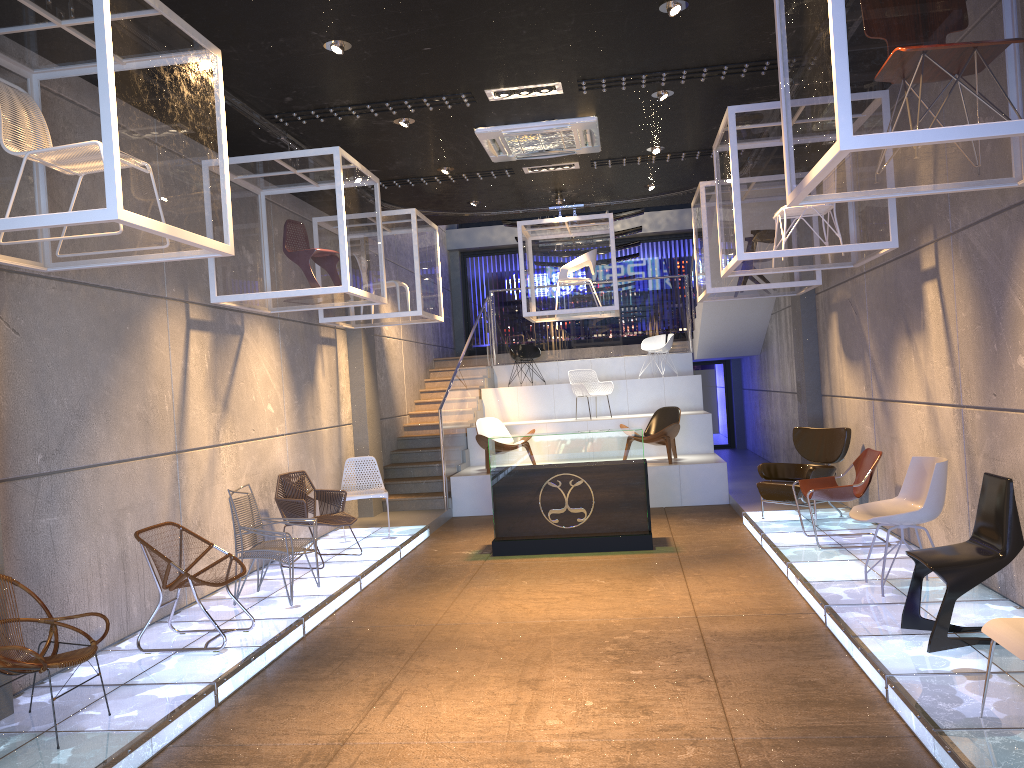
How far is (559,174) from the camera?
9.9m

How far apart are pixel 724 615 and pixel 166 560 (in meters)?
3.81

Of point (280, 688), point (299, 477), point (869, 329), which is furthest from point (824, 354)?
point (280, 688)

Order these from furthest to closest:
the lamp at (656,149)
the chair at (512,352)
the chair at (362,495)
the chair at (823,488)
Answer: the lamp at (656,149)
the chair at (512,352)
the chair at (362,495)
the chair at (823,488)

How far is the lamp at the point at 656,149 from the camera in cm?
1852

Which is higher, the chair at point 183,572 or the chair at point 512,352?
the chair at point 512,352

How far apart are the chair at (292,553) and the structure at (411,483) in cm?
458

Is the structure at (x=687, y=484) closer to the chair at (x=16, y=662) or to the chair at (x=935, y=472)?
the chair at (x=935, y=472)

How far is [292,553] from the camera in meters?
6.9

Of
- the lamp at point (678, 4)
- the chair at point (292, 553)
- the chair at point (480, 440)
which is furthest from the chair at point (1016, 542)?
the chair at point (480, 440)
